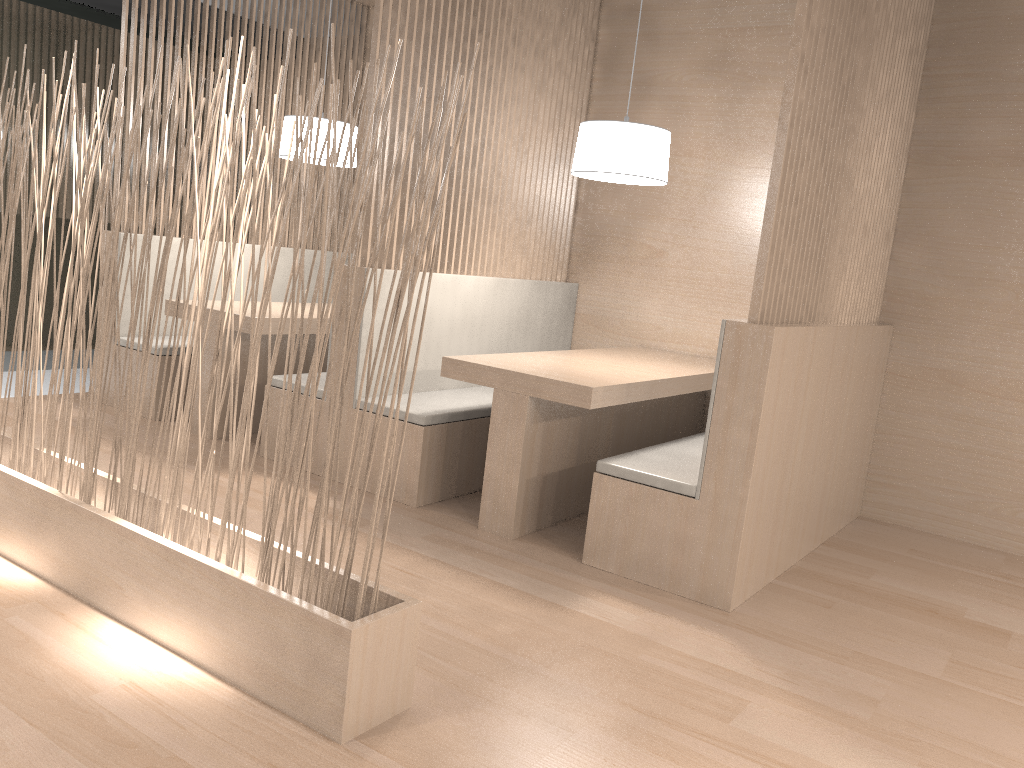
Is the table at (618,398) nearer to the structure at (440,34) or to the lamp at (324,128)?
the structure at (440,34)

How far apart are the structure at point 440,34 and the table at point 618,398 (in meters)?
0.40

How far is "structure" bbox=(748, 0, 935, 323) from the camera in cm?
173

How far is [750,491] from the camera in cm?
176

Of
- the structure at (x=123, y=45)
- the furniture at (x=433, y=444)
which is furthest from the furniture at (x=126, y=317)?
the furniture at (x=433, y=444)

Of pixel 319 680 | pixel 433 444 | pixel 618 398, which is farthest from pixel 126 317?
pixel 319 680

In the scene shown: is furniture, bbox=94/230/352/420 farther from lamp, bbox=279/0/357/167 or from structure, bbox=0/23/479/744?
structure, bbox=0/23/479/744

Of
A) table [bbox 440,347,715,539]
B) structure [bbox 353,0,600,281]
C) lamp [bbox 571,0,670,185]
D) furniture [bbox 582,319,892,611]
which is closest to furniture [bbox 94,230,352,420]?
structure [bbox 353,0,600,281]

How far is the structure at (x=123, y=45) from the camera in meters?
2.9 m

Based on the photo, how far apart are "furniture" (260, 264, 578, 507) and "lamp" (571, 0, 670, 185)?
0.48m
